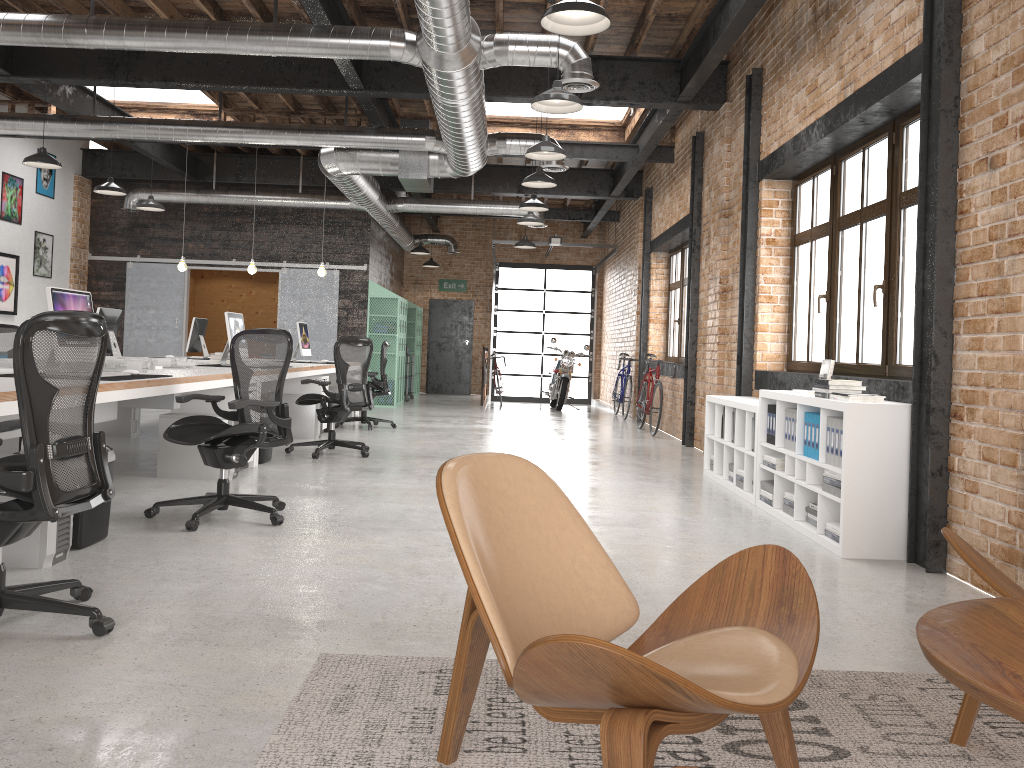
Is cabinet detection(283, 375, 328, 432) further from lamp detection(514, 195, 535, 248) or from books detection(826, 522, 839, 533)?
books detection(826, 522, 839, 533)

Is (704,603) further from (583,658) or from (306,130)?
(306,130)

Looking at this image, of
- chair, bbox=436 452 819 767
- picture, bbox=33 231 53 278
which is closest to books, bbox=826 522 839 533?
chair, bbox=436 452 819 767

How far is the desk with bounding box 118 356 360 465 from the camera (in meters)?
7.68

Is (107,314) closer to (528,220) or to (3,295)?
(3,295)

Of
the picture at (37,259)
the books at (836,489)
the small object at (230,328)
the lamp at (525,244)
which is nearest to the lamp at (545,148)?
the small object at (230,328)

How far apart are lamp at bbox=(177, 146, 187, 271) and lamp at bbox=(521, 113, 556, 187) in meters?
5.2

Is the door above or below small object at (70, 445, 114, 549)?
above

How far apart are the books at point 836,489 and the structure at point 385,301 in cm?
1041

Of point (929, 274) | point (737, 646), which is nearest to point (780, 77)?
point (929, 274)
